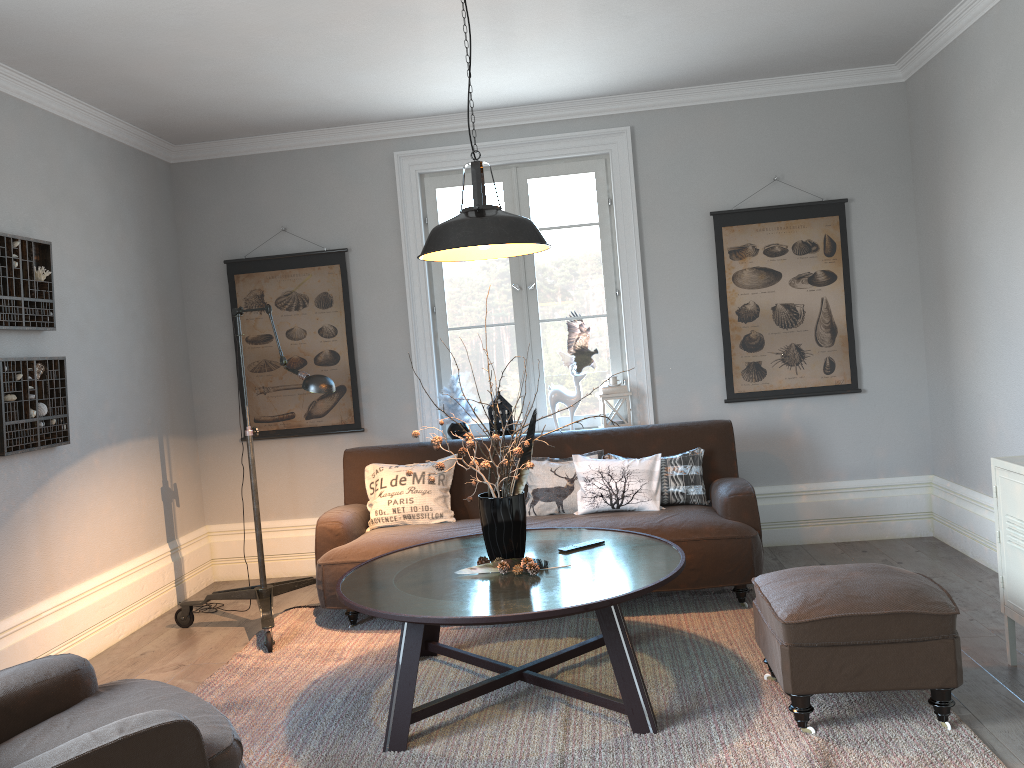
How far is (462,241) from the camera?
3.1m

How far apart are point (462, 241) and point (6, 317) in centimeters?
215cm

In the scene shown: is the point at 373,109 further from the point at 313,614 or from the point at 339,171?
the point at 313,614

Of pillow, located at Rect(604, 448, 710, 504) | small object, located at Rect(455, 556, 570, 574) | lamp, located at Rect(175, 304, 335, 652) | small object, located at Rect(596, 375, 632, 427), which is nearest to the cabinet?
pillow, located at Rect(604, 448, 710, 504)

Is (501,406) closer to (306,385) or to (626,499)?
(626,499)

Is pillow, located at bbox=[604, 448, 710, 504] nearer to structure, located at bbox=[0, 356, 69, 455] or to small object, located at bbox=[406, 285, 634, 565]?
small object, located at bbox=[406, 285, 634, 565]

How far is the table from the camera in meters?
2.8

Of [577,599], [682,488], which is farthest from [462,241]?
[682,488]

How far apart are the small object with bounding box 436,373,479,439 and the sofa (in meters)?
0.28

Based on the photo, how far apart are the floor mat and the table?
0.0m
